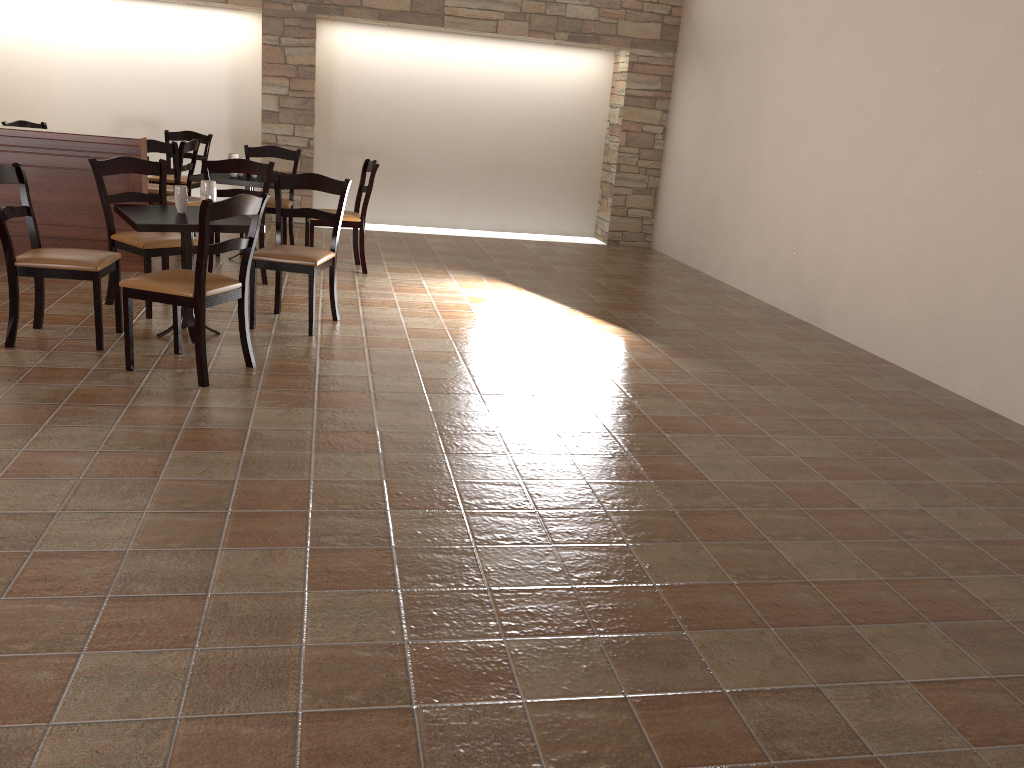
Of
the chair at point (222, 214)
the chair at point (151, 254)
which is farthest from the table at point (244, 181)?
the chair at point (222, 214)

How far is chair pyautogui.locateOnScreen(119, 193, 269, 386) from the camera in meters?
3.8

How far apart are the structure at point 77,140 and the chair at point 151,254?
0.7 meters

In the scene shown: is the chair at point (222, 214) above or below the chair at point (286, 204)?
below

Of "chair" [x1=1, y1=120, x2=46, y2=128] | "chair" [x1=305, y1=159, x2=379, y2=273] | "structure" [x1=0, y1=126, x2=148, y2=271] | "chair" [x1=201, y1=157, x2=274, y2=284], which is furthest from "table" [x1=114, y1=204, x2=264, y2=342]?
"chair" [x1=1, y1=120, x2=46, y2=128]

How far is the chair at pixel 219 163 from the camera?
5.8 meters

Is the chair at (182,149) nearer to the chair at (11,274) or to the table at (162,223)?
the table at (162,223)

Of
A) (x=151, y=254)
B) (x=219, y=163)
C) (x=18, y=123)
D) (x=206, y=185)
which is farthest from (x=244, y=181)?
(x=18, y=123)

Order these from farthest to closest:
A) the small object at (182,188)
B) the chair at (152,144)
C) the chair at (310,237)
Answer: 1. the chair at (152,144)
2. the chair at (310,237)
3. the small object at (182,188)

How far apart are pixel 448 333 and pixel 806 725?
3.60m
